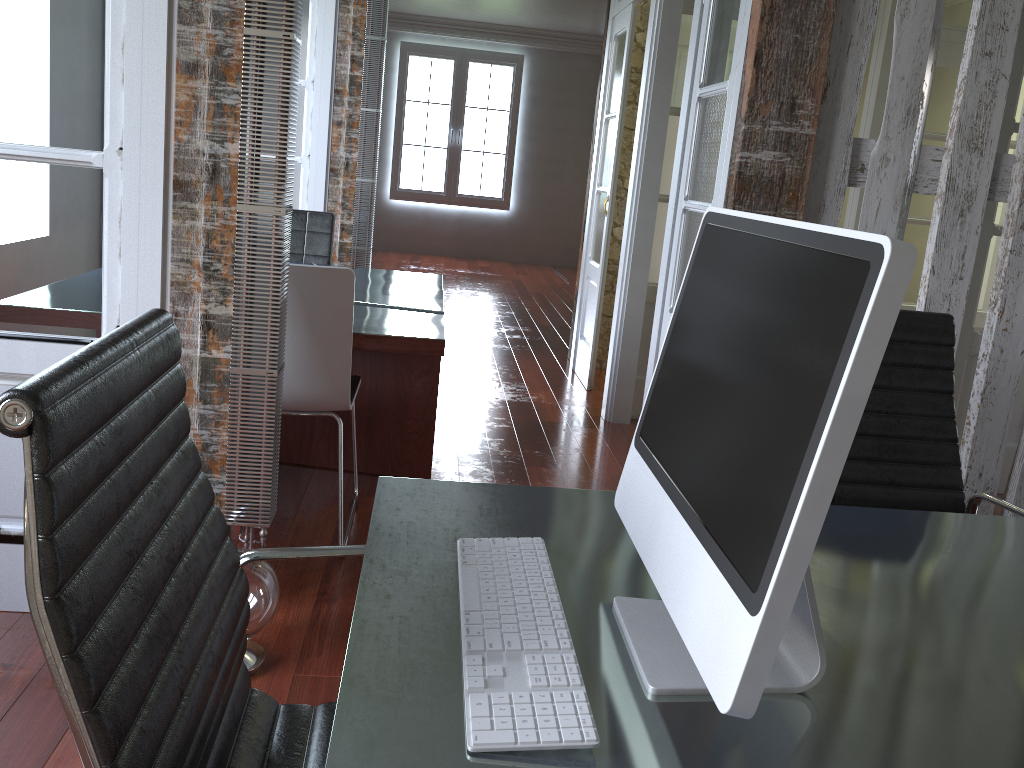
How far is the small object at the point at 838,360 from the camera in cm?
71

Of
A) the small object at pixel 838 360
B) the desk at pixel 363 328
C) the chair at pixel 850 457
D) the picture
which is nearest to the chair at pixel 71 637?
the small object at pixel 838 360

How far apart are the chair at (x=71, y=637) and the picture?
10.5 meters

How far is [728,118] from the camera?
3.0m

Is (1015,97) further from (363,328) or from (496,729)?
(496,729)

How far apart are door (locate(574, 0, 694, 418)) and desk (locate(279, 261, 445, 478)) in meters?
1.1

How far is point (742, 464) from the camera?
0.8m

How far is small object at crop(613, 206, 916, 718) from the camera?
0.7 meters

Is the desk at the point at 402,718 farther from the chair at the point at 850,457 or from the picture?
the picture

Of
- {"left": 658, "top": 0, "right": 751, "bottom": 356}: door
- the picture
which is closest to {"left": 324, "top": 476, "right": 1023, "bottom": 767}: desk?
{"left": 658, "top": 0, "right": 751, "bottom": 356}: door
